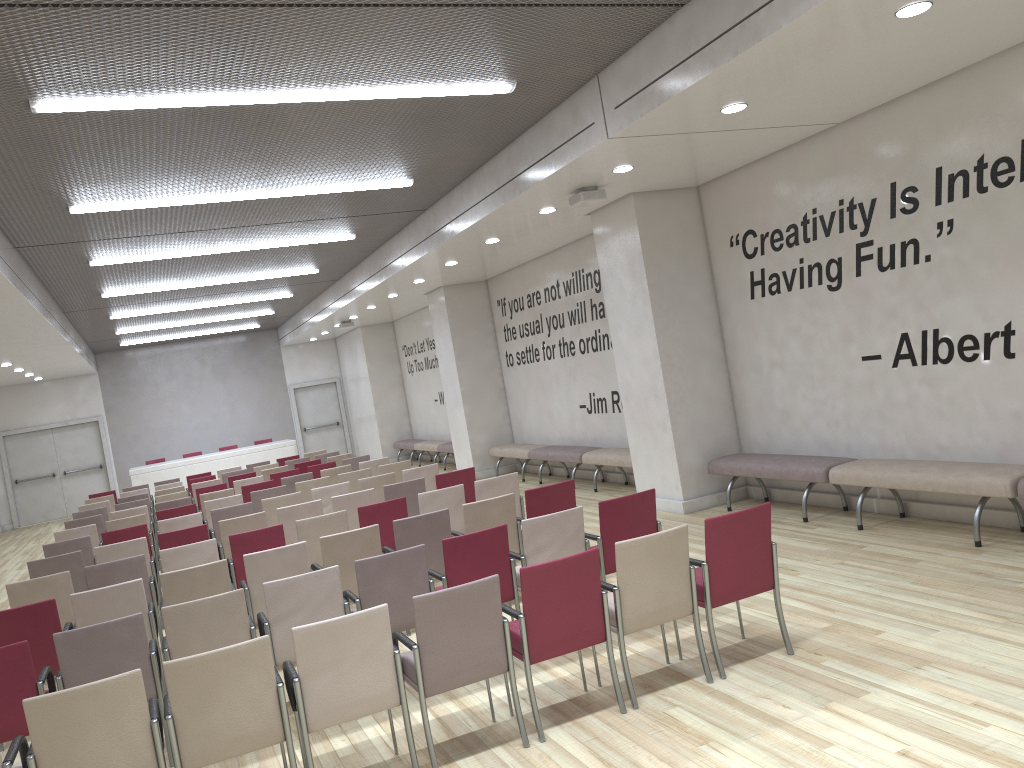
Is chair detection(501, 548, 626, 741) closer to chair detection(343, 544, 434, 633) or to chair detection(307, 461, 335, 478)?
chair detection(343, 544, 434, 633)

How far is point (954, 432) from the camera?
7.3 meters

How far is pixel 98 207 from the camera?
8.2 meters

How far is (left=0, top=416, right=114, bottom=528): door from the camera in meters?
21.9 m

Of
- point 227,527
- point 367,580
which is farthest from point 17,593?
point 367,580

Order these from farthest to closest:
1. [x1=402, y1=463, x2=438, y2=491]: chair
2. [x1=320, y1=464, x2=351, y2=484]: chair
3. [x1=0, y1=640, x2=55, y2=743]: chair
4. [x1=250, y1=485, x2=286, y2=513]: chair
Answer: [x1=320, y1=464, x2=351, y2=484]: chair → [x1=250, y1=485, x2=286, y2=513]: chair → [x1=402, y1=463, x2=438, y2=491]: chair → [x1=0, y1=640, x2=55, y2=743]: chair

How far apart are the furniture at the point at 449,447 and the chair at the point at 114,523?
8.0 meters

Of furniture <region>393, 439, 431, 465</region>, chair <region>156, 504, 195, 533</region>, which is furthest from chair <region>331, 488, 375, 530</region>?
furniture <region>393, 439, 431, 465</region>

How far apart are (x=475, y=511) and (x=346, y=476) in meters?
4.9

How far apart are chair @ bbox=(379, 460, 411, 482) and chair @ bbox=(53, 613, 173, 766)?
6.37m
